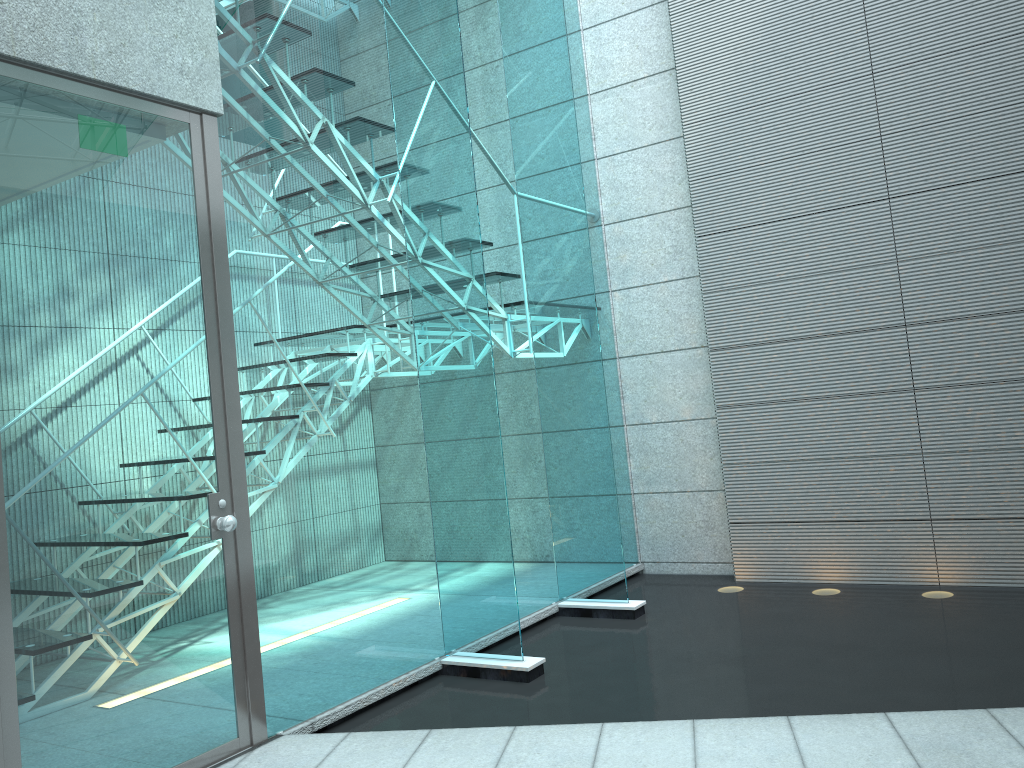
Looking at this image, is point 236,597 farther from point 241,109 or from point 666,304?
point 666,304

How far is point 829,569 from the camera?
4.5 meters

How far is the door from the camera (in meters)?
2.32

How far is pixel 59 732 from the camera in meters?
2.3

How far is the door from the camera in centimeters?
232cm

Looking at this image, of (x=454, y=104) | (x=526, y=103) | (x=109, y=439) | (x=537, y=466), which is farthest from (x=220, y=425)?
(x=526, y=103)
